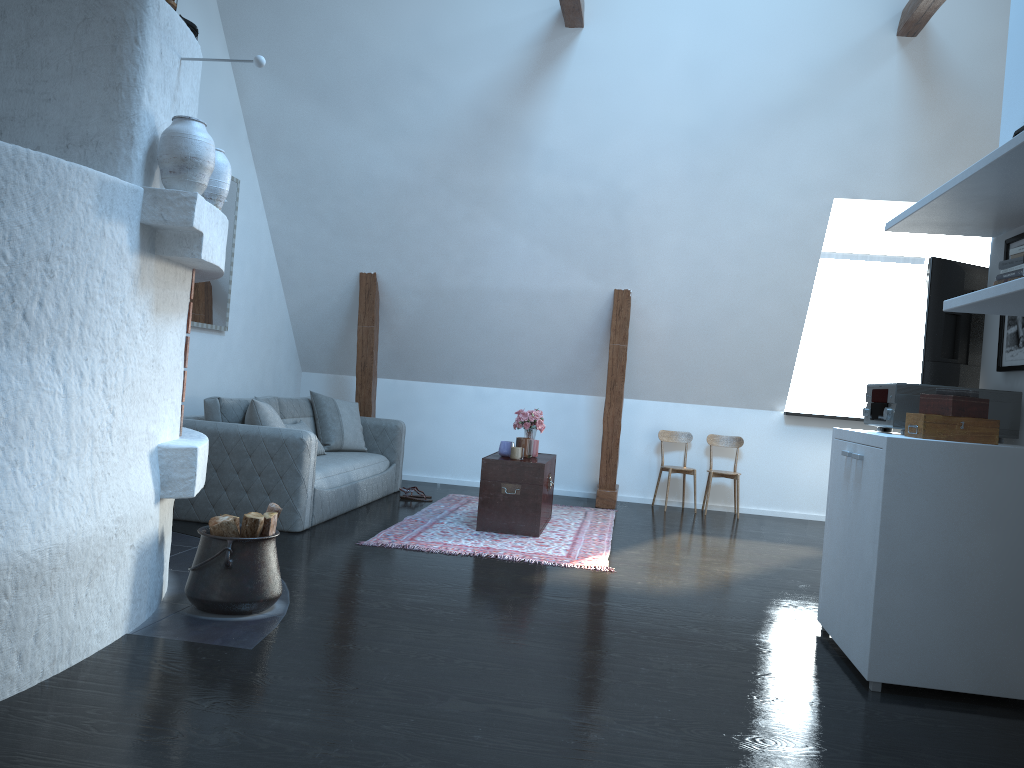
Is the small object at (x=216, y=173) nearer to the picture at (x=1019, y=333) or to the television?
the television

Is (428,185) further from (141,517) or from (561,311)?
(141,517)

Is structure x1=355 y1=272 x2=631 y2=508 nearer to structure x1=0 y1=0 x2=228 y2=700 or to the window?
the window

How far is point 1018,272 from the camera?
2.9m

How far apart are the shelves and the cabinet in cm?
91

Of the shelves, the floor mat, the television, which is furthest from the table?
the shelves

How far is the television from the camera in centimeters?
398cm

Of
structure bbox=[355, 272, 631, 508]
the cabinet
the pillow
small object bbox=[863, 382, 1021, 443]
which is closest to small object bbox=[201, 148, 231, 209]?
the pillow

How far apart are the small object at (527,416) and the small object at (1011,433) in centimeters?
291cm

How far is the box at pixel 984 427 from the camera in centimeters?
325cm
